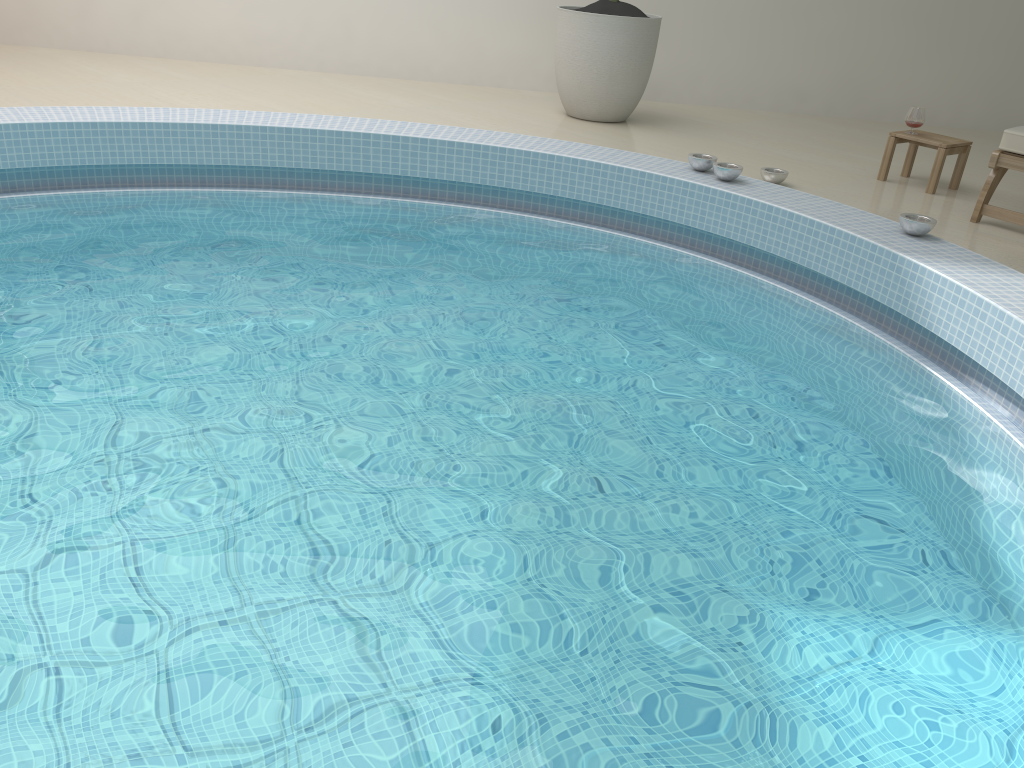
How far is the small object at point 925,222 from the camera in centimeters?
346cm

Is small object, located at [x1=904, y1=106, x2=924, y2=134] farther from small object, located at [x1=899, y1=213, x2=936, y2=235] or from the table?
small object, located at [x1=899, y1=213, x2=936, y2=235]

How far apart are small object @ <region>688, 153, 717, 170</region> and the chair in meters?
1.2 m

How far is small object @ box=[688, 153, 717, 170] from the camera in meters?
4.2 m

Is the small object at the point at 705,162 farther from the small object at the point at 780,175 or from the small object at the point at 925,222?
the small object at the point at 925,222

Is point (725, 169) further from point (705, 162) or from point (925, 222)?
point (925, 222)

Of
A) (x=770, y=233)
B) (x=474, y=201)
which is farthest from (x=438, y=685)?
(x=474, y=201)

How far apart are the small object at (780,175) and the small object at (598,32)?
1.4 meters

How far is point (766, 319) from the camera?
3.5m

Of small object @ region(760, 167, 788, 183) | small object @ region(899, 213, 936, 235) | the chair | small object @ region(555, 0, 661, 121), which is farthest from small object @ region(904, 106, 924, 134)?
small object @ region(555, 0, 661, 121)
